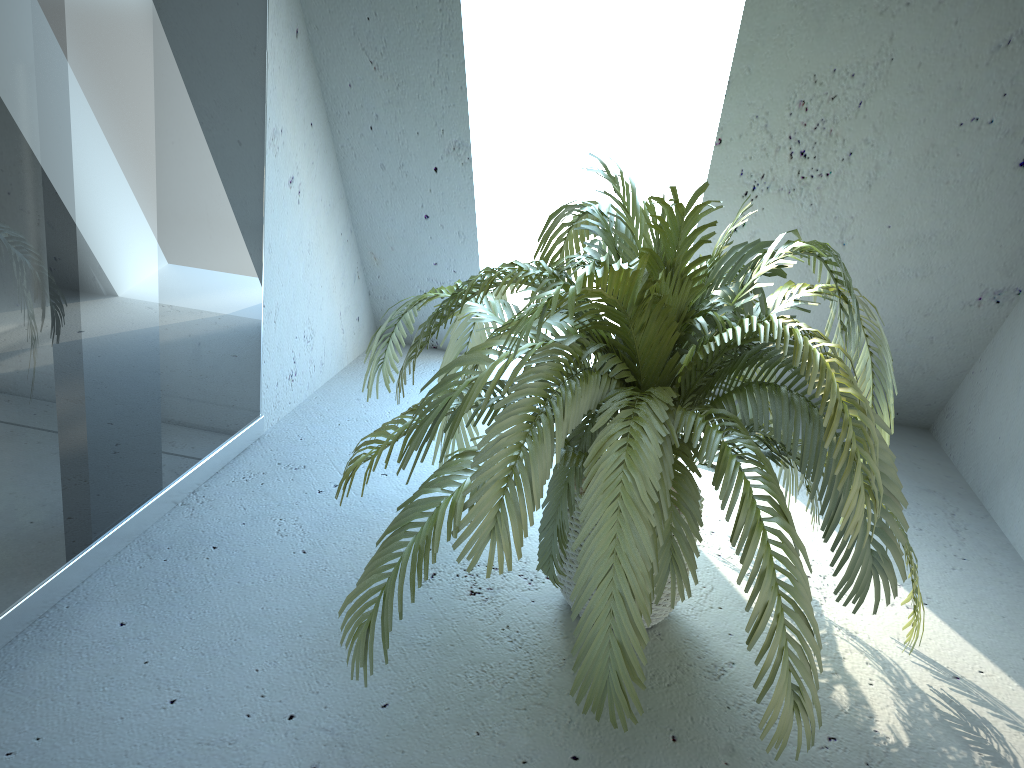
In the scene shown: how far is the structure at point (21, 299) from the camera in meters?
1.4

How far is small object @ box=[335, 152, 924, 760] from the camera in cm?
131

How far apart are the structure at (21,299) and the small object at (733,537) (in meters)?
0.41

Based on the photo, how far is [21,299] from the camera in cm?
142

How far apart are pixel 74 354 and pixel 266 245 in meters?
0.8

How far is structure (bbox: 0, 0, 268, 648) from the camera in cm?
142

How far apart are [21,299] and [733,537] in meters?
1.2 m

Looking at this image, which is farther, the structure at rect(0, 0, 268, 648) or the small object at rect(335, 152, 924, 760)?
the structure at rect(0, 0, 268, 648)

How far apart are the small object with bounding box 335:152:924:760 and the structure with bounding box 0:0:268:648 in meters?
0.4 m

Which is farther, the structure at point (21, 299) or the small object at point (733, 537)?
the structure at point (21, 299)
